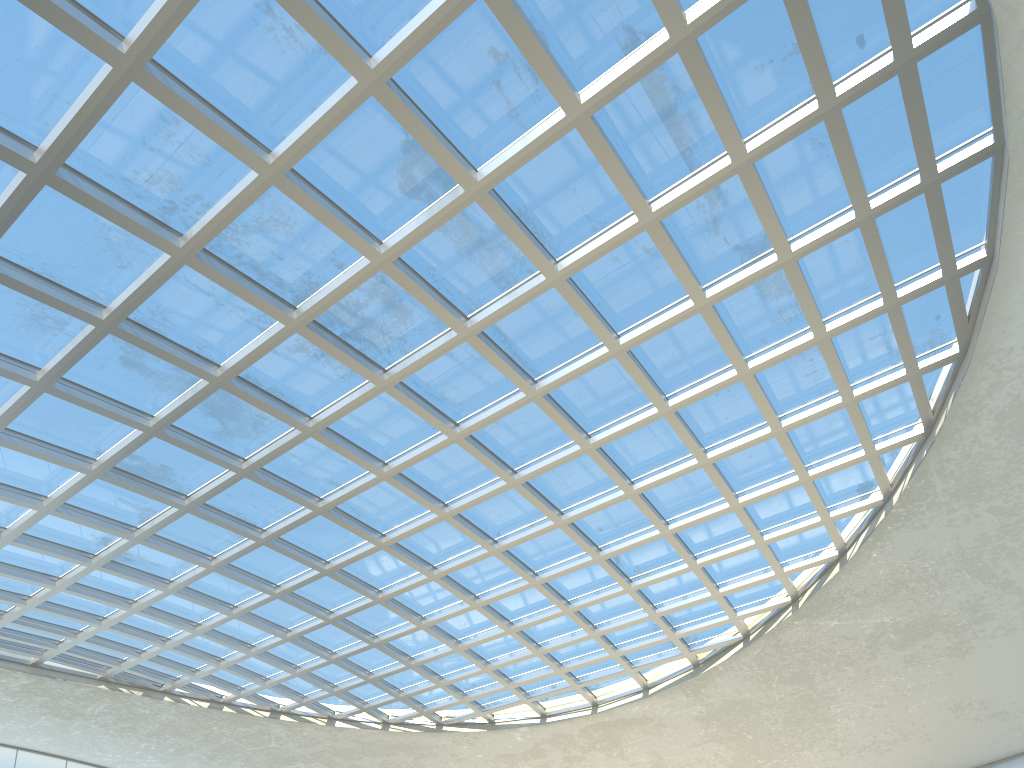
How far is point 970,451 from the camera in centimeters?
4924cm

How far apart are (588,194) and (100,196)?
21.6 meters

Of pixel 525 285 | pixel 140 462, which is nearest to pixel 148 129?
pixel 525 285
